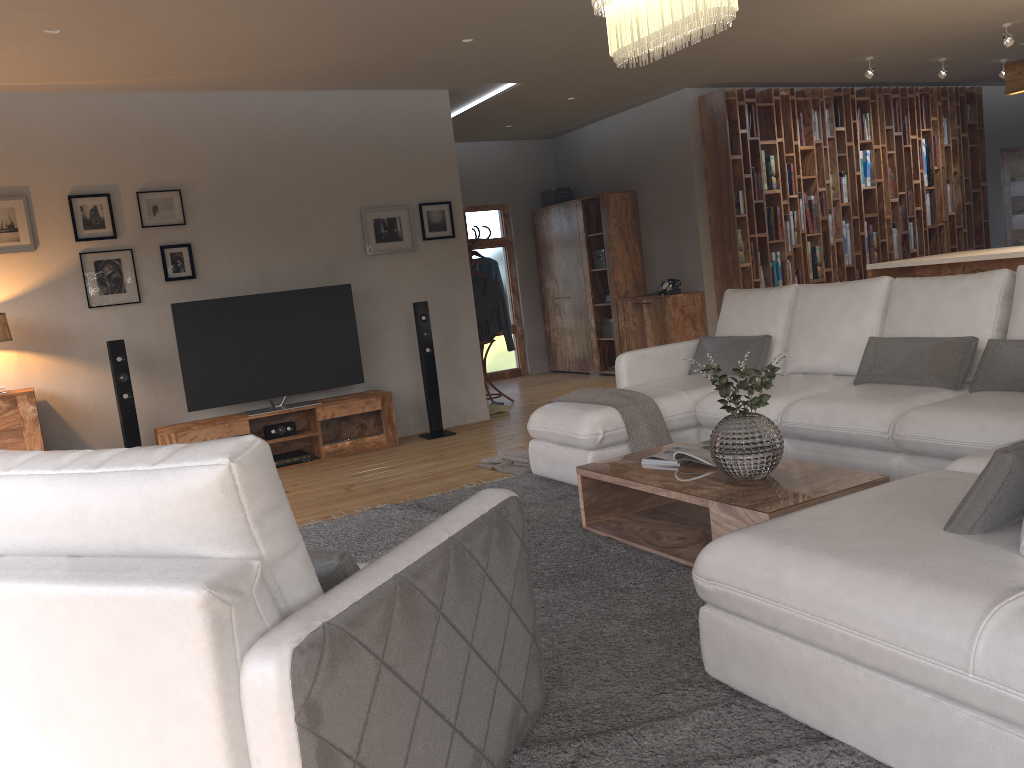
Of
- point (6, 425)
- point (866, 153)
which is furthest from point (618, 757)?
point (866, 153)

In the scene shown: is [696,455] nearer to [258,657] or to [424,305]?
[258,657]

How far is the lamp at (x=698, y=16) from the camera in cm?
319

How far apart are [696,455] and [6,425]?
4.4 meters

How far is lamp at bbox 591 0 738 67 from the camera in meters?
3.2

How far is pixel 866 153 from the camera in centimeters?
931cm

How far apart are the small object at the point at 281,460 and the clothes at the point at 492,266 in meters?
2.7 m

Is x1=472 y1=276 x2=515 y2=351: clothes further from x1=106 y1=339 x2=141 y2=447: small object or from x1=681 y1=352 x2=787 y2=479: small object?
x1=681 y1=352 x2=787 y2=479: small object

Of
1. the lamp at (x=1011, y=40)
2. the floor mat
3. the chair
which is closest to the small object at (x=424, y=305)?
the floor mat

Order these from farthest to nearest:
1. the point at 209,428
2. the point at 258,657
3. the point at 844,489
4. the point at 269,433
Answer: the point at 269,433
the point at 209,428
the point at 844,489
the point at 258,657
